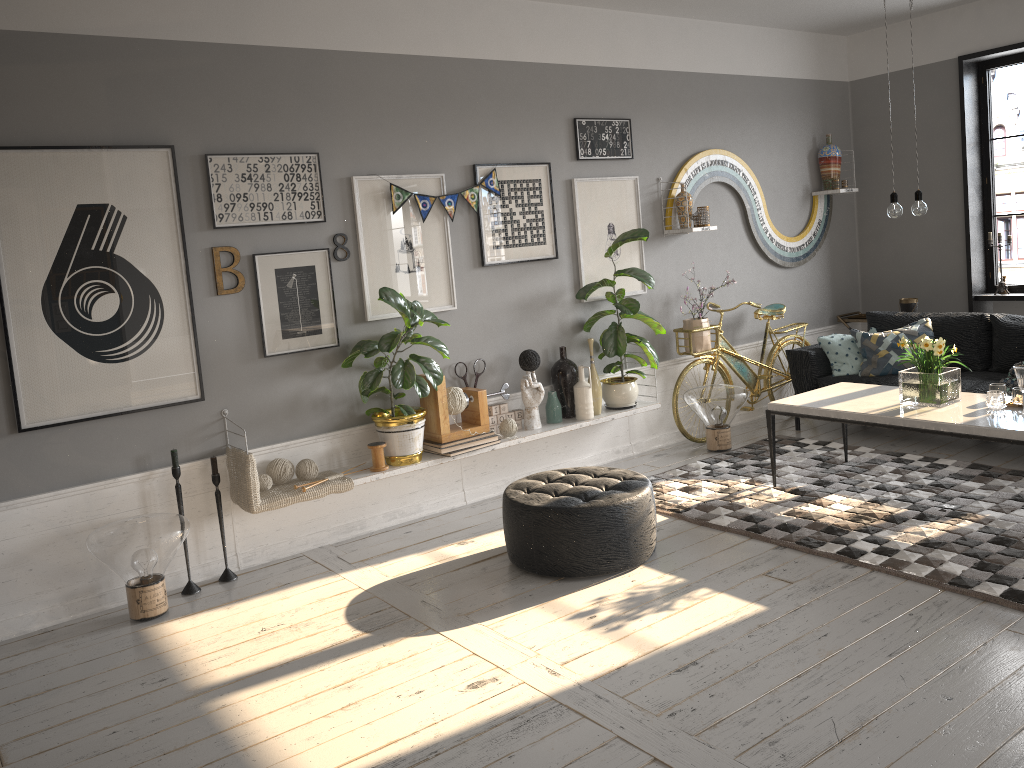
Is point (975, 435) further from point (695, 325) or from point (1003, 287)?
point (1003, 287)

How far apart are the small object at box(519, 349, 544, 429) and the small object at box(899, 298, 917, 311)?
3.4m

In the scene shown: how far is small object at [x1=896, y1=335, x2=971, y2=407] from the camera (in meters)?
4.43

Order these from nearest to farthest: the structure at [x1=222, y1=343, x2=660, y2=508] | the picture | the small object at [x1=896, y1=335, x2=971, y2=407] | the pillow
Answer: the picture < the small object at [x1=896, y1=335, x2=971, y2=407] < the structure at [x1=222, y1=343, x2=660, y2=508] < the pillow

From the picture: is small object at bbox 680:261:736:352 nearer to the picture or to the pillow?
the picture

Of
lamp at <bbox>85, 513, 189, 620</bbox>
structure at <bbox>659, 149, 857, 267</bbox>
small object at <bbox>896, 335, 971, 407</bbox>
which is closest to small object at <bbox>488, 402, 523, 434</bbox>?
structure at <bbox>659, 149, 857, 267</bbox>

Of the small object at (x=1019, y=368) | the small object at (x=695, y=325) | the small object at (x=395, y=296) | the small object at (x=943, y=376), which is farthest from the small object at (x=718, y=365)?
the small object at (x=1019, y=368)

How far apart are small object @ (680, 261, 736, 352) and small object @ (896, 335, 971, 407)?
1.6m

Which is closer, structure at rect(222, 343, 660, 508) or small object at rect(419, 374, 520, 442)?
structure at rect(222, 343, 660, 508)

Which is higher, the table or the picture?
the picture
